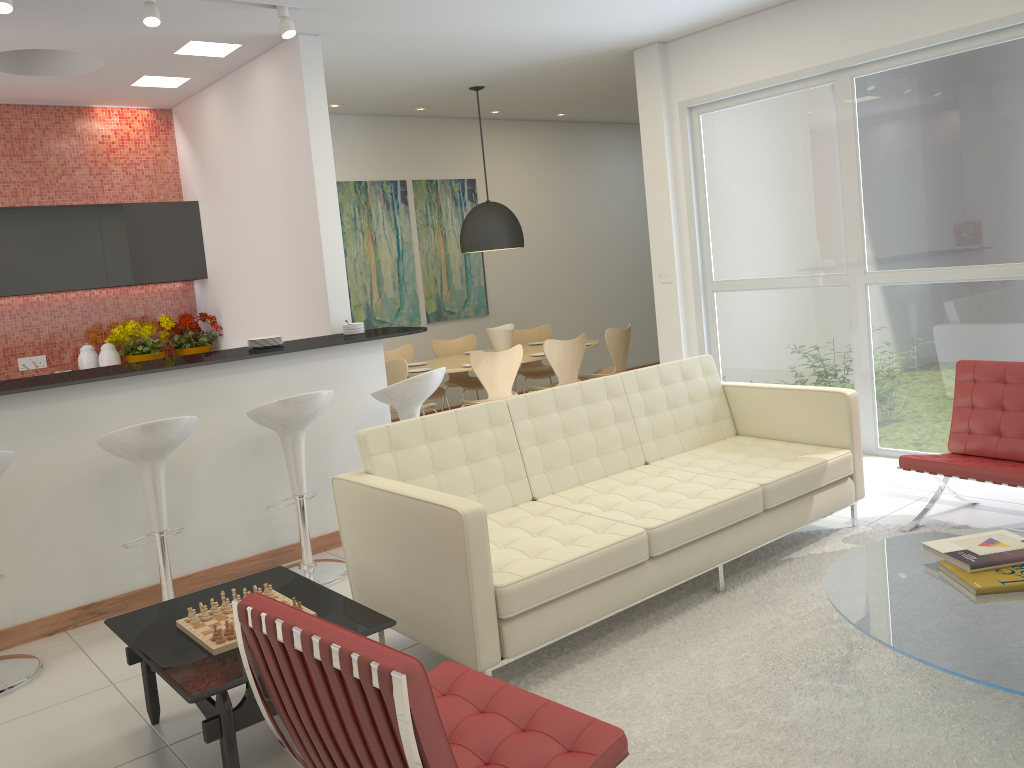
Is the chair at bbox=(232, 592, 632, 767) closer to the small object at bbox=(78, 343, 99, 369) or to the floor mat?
the floor mat

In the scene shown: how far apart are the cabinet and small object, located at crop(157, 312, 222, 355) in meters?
0.4 m

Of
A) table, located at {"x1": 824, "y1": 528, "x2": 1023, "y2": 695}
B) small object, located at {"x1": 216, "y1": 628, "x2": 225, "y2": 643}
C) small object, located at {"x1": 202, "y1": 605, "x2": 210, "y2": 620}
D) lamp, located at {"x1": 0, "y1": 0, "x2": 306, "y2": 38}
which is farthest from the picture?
table, located at {"x1": 824, "y1": 528, "x2": 1023, "y2": 695}

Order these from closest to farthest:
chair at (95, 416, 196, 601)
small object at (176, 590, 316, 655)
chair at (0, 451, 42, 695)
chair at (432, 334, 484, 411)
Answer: small object at (176, 590, 316, 655) → chair at (0, 451, 42, 695) → chair at (95, 416, 196, 601) → chair at (432, 334, 484, 411)

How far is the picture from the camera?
8.76m

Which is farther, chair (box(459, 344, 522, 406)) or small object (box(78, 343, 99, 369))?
chair (box(459, 344, 522, 406))

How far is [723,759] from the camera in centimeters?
275cm

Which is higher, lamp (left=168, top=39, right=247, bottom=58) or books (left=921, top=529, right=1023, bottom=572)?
lamp (left=168, top=39, right=247, bottom=58)

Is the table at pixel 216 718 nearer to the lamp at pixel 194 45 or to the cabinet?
the lamp at pixel 194 45

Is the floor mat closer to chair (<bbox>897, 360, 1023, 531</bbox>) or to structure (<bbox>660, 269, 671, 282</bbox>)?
chair (<bbox>897, 360, 1023, 531</bbox>)
